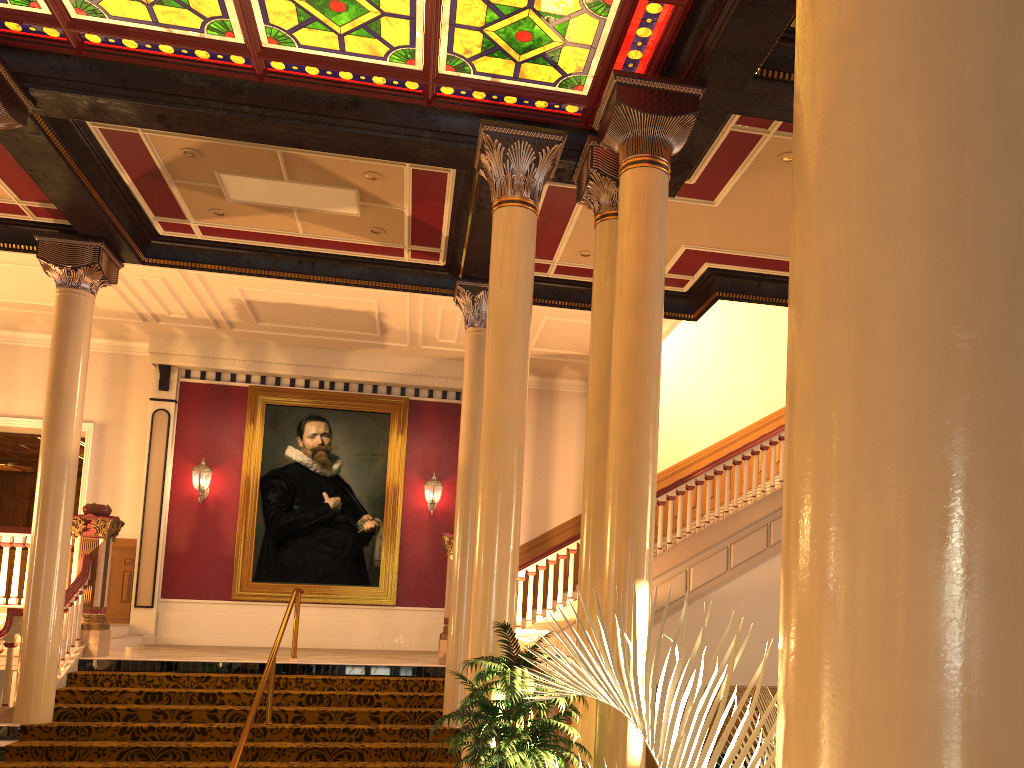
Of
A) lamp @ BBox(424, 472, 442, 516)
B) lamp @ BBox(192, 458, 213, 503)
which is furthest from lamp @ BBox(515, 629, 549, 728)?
lamp @ BBox(192, 458, 213, 503)

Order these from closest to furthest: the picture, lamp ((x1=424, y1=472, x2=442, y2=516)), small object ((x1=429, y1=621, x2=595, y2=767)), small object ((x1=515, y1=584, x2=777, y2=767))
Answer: small object ((x1=515, y1=584, x2=777, y2=767)) → small object ((x1=429, y1=621, x2=595, y2=767)) → the picture → lamp ((x1=424, y1=472, x2=442, y2=516))

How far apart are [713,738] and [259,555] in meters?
13.5

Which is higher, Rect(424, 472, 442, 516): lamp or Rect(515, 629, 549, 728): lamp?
Rect(424, 472, 442, 516): lamp

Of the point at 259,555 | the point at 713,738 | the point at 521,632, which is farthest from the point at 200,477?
the point at 713,738

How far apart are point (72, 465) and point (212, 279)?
3.4 meters

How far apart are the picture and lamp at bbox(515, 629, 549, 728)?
4.6m

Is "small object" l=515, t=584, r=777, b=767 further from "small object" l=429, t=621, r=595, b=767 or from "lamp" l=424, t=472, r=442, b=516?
"lamp" l=424, t=472, r=442, b=516

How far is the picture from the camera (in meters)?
13.94

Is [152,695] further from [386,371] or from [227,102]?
[386,371]
